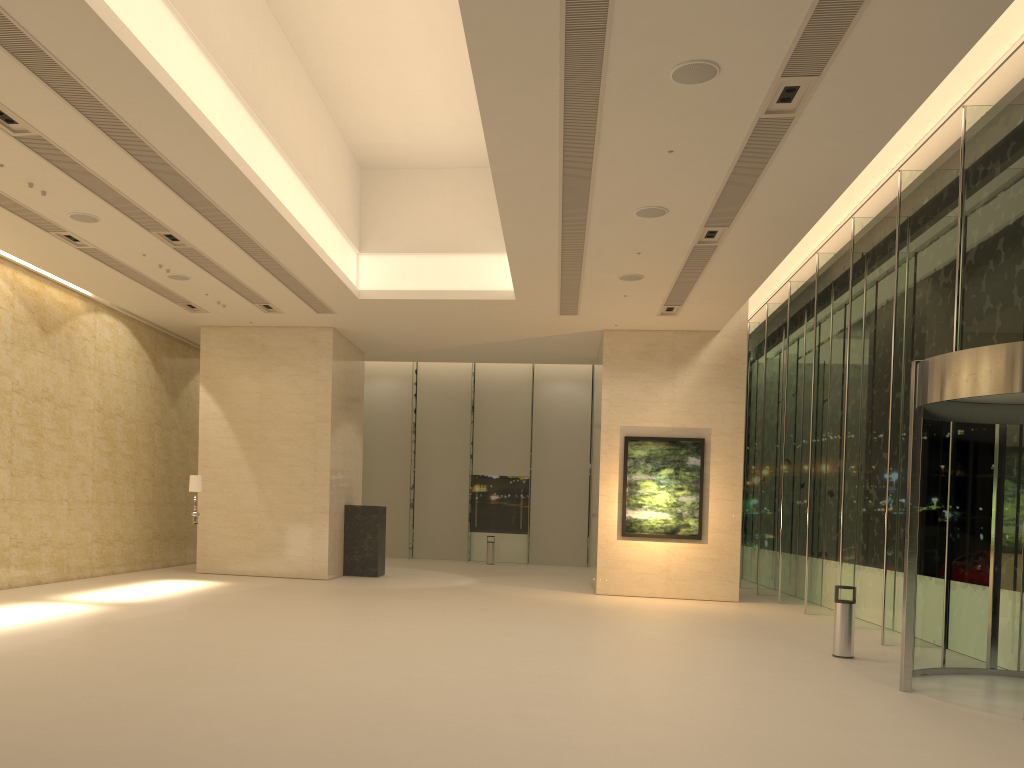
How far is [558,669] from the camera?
9.7m

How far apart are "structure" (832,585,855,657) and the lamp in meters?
12.3

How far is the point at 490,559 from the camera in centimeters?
2874cm

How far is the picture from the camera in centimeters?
1938cm

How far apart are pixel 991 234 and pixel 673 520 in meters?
9.6 m

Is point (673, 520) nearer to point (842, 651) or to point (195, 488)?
point (842, 651)

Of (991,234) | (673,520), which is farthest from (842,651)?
(673,520)

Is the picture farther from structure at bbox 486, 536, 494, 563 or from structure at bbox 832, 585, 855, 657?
structure at bbox 486, 536, 494, 563

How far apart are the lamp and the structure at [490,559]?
12.8 meters

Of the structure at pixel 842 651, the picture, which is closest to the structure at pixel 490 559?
the picture
